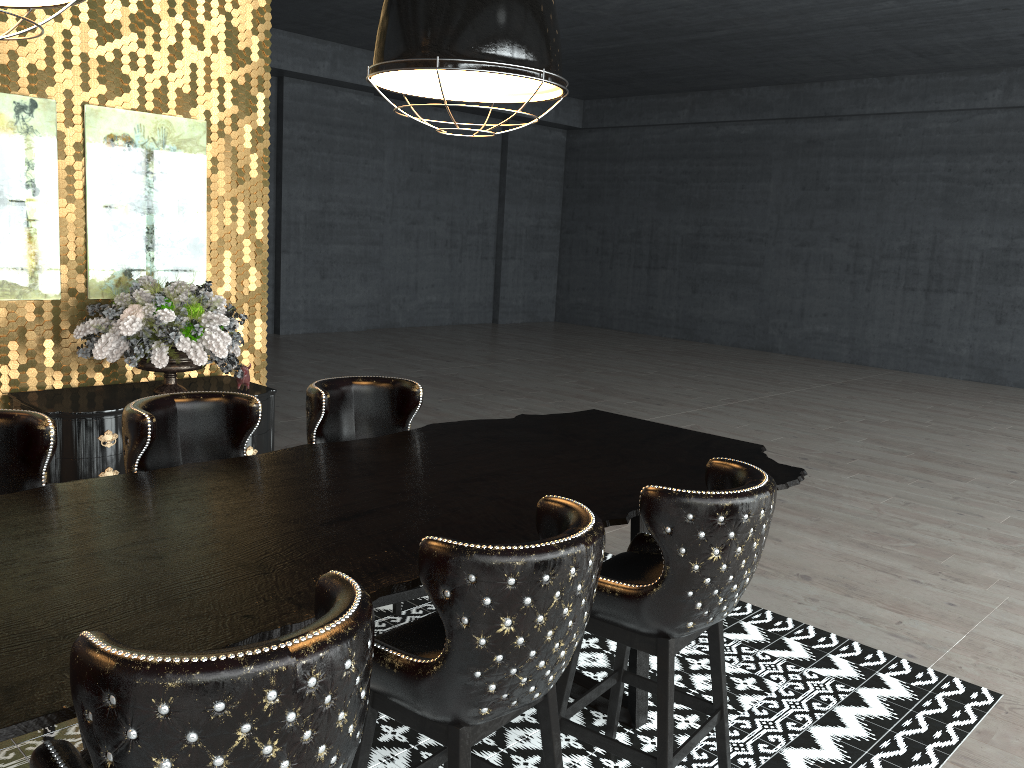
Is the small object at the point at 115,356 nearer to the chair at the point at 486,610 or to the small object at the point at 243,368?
the small object at the point at 243,368

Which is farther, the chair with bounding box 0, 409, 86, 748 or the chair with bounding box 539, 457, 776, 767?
the chair with bounding box 0, 409, 86, 748

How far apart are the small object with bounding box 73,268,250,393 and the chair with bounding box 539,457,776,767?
2.8 meters

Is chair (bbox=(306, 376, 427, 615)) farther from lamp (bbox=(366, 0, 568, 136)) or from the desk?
lamp (bbox=(366, 0, 568, 136))

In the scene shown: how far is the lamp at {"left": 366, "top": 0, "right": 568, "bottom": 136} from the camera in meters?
2.4

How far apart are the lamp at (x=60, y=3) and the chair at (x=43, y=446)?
1.3 meters

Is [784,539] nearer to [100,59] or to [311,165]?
[100,59]

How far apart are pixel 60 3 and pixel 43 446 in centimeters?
138cm

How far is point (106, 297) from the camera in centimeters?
511cm

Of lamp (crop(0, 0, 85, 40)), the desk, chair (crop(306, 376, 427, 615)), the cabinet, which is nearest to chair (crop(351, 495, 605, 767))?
the desk
